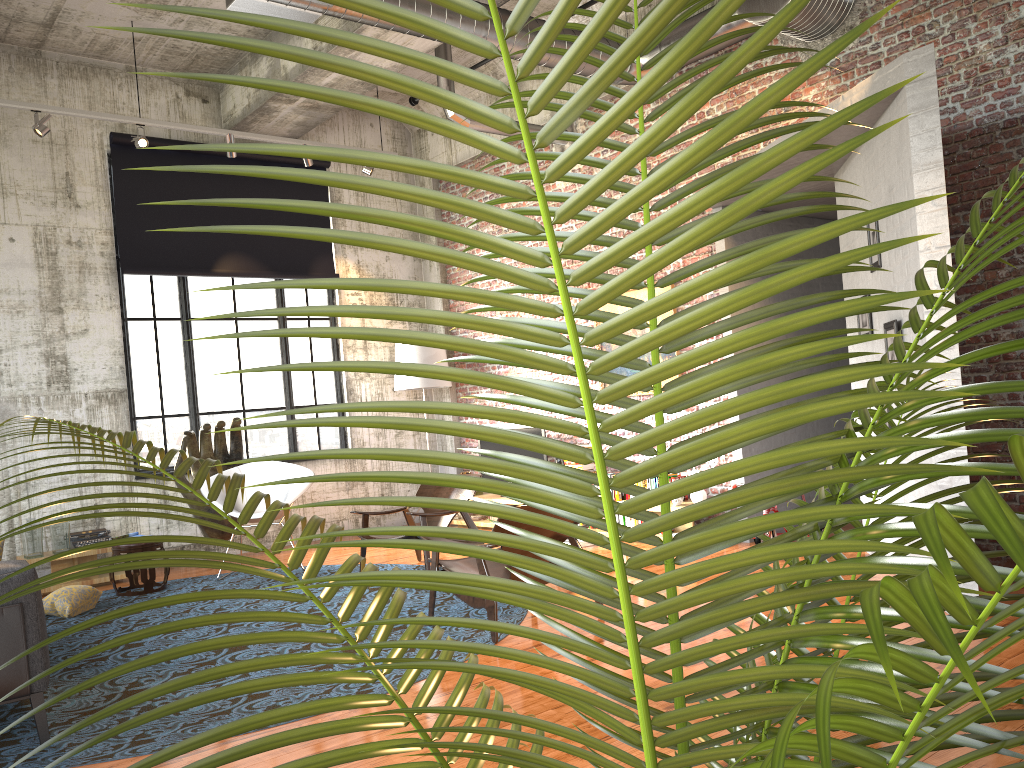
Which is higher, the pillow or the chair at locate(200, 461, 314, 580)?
the chair at locate(200, 461, 314, 580)

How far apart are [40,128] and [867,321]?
7.1m

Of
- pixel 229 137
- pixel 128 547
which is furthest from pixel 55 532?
pixel 229 137

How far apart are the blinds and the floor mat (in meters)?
3.24

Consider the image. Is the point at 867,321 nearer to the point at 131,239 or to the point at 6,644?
the point at 6,644

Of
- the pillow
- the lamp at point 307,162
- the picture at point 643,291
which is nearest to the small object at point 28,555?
the pillow

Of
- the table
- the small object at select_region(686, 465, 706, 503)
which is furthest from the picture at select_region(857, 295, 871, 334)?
the table

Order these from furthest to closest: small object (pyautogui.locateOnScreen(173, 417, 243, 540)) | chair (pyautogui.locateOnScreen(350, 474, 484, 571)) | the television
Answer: the television → small object (pyautogui.locateOnScreen(173, 417, 243, 540)) → chair (pyautogui.locateOnScreen(350, 474, 484, 571))

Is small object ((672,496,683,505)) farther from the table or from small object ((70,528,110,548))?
small object ((70,528,110,548))

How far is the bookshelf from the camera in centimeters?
967cm
